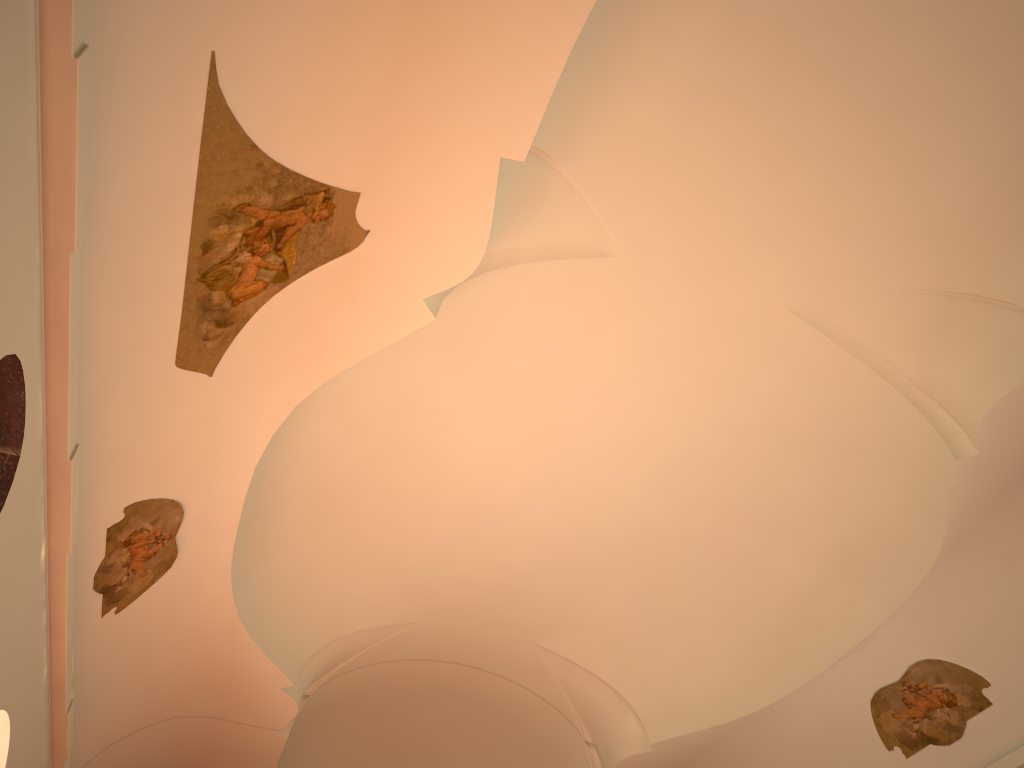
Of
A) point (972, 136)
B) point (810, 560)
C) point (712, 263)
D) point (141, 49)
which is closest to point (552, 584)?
point (810, 560)
